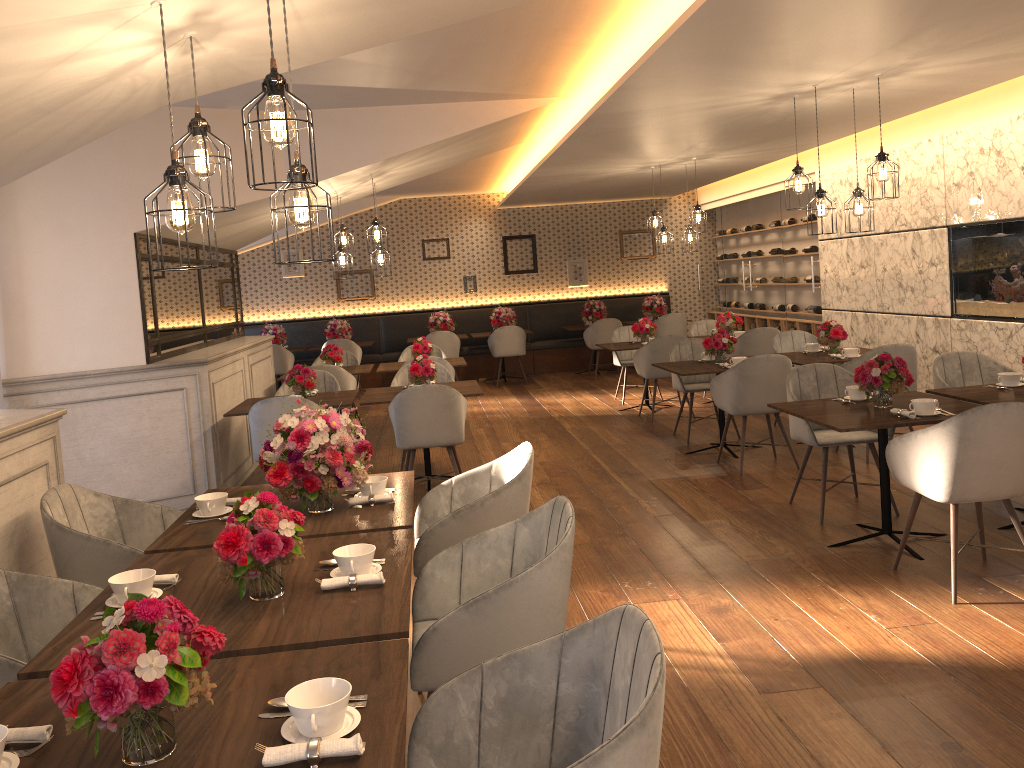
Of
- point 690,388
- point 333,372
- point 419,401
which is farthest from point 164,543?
point 690,388

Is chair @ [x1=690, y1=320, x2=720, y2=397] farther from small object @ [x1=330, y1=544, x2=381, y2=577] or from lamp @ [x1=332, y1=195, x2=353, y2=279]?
small object @ [x1=330, y1=544, x2=381, y2=577]

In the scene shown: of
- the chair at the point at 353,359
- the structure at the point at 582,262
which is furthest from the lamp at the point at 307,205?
the structure at the point at 582,262

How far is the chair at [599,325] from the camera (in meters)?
12.60

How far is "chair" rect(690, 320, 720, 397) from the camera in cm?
1062

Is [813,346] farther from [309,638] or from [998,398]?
[309,638]

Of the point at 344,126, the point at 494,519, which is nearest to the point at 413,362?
the point at 344,126

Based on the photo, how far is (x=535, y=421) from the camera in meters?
9.4

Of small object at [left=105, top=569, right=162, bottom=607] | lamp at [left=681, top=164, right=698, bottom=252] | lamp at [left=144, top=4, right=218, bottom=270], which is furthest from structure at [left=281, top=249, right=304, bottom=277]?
small object at [left=105, top=569, right=162, bottom=607]

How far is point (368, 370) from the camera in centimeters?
886cm
